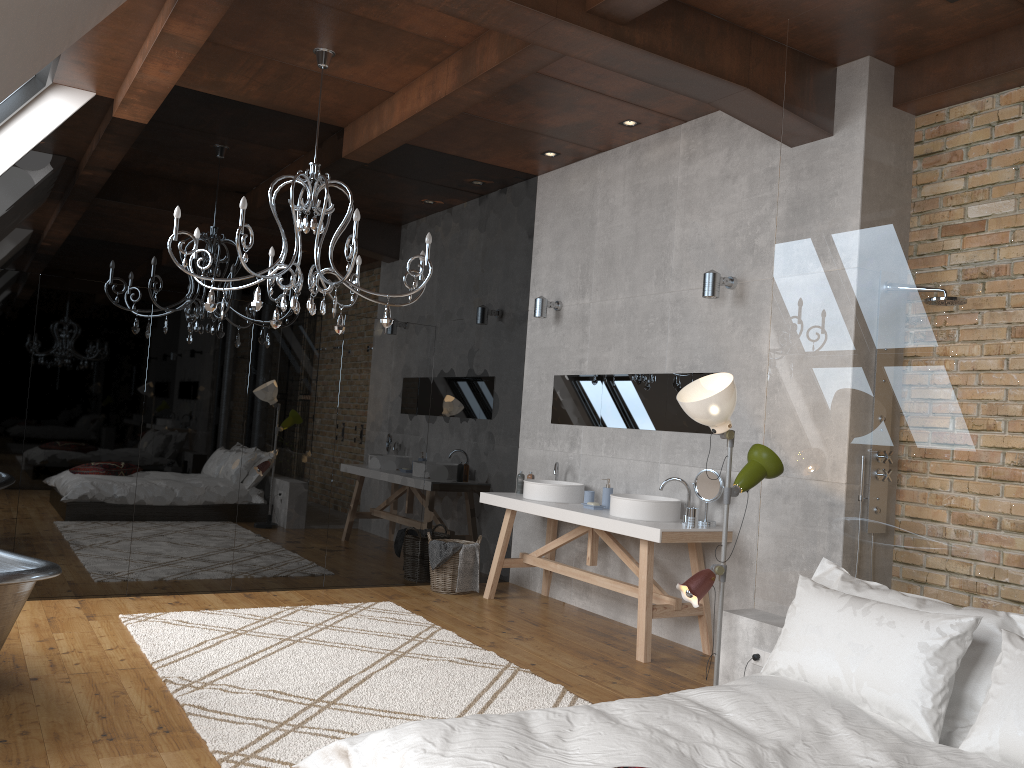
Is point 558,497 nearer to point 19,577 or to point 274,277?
point 274,277

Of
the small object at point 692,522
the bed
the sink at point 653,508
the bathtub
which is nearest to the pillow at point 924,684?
the bed

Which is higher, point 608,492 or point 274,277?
point 274,277

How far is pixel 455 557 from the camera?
6.5m

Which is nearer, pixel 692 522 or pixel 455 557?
pixel 692 522

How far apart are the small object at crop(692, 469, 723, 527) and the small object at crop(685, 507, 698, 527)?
0.1 meters

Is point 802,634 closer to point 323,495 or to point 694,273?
point 694,273

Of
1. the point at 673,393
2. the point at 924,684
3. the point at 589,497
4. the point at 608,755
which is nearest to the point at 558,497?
the point at 589,497

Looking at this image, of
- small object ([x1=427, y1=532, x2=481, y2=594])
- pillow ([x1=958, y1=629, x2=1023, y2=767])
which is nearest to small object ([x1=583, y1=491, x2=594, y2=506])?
small object ([x1=427, y1=532, x2=481, y2=594])

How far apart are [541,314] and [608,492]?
1.6 meters
